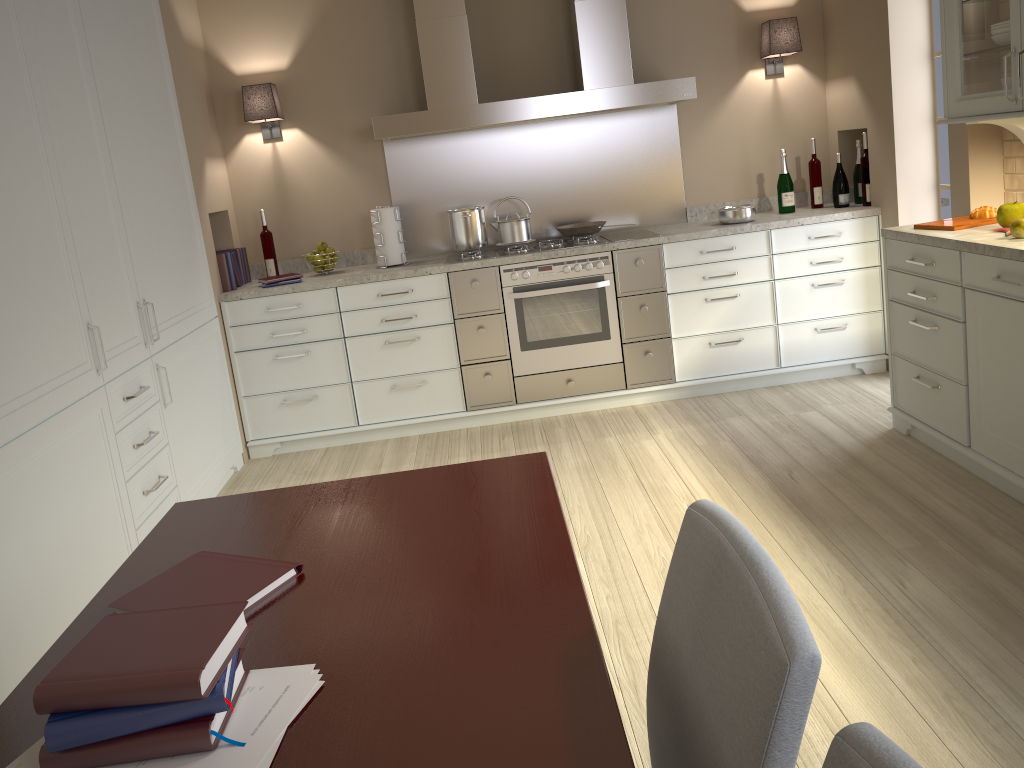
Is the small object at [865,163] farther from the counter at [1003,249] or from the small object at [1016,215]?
the small object at [1016,215]

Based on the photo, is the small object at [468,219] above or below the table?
above

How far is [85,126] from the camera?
2.9m

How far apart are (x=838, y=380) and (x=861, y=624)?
2.29m

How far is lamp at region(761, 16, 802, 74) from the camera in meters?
4.4 m

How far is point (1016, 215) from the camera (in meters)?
2.94

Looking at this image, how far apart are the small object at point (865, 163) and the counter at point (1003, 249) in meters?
1.0 m

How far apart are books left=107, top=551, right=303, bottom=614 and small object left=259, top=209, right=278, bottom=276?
3.2m

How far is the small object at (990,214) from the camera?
3.20m

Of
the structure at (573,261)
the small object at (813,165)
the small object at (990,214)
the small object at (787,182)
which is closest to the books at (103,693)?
the small object at (990,214)
